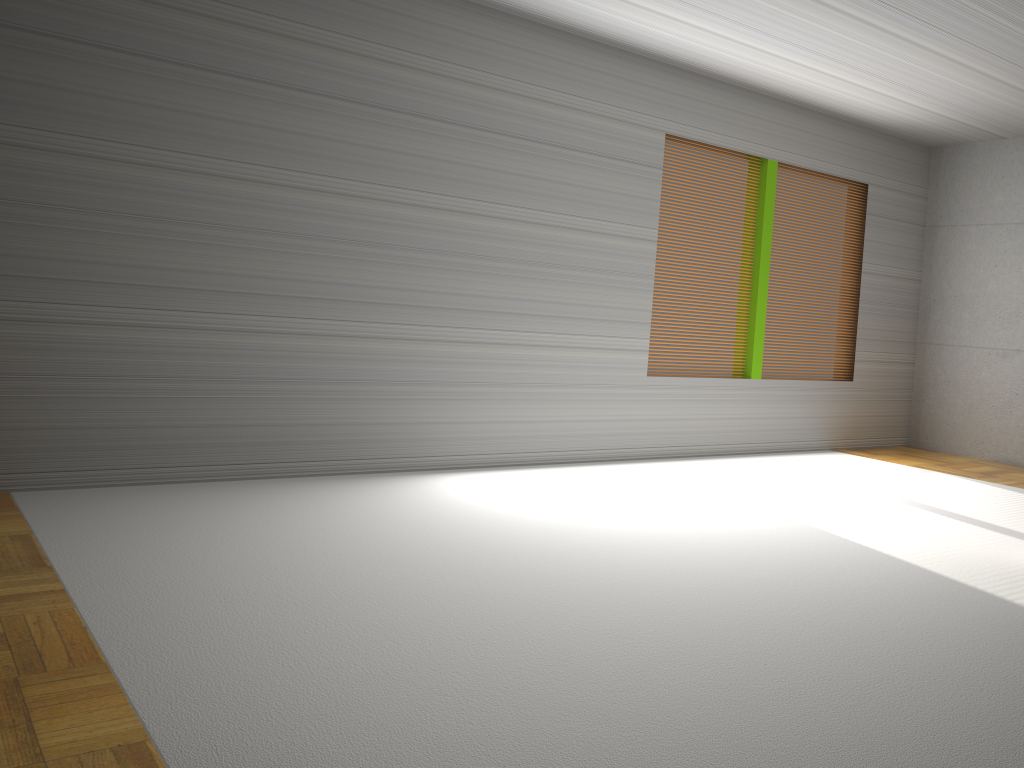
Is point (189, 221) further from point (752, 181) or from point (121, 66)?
point (752, 181)

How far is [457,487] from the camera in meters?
5.5 m
